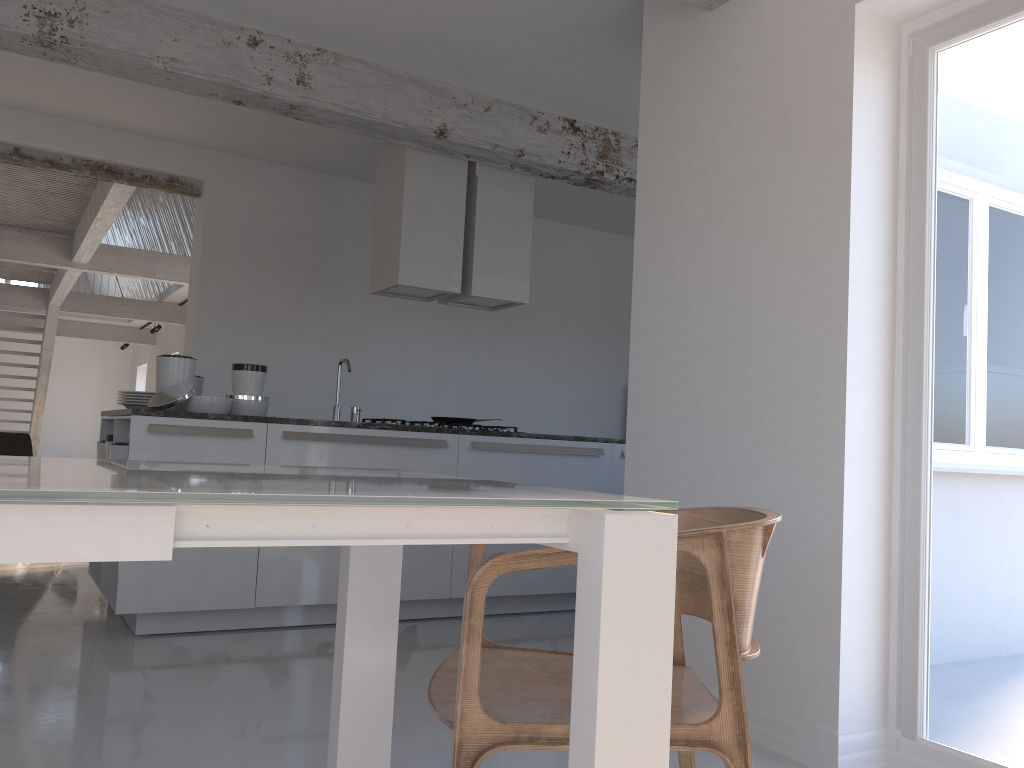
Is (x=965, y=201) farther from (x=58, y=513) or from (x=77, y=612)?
(x=77, y=612)

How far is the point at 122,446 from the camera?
4.15m

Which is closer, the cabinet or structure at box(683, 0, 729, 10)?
structure at box(683, 0, 729, 10)

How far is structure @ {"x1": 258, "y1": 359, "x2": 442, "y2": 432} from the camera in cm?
480

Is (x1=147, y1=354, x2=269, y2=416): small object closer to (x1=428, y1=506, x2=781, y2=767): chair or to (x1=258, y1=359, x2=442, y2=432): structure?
(x1=258, y1=359, x2=442, y2=432): structure

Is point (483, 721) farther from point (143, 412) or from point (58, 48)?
point (58, 48)

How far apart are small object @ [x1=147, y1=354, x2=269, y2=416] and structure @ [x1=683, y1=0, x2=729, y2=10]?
2.7 meters

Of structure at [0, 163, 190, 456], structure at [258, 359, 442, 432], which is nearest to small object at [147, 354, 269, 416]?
structure at [258, 359, 442, 432]

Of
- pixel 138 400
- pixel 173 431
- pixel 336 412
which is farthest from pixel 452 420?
pixel 173 431

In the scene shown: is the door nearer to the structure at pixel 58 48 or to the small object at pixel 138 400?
the structure at pixel 58 48
